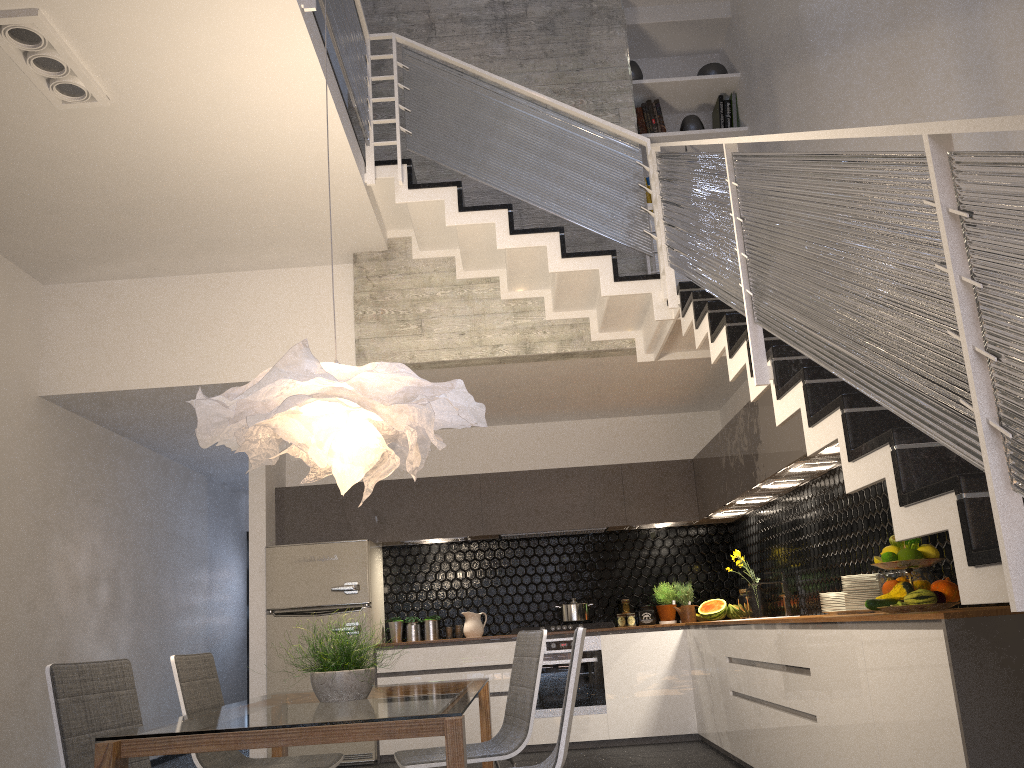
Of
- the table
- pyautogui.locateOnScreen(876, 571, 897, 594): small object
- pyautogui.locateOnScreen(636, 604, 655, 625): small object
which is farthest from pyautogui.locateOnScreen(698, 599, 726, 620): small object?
the table

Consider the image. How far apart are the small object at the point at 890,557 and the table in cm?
165

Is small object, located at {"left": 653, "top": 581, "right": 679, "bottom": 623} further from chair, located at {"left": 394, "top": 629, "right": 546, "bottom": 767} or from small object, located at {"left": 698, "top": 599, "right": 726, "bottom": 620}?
chair, located at {"left": 394, "top": 629, "right": 546, "bottom": 767}

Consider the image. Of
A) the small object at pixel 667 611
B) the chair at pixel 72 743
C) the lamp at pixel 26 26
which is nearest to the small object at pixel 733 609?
the small object at pixel 667 611

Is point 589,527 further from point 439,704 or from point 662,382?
point 439,704

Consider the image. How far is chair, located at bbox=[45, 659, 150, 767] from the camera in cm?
272

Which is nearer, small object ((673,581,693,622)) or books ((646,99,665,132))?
books ((646,99,665,132))

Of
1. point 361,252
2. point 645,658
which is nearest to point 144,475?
point 361,252

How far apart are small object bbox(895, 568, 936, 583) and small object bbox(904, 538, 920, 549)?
0.4m

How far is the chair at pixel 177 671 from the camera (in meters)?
3.40
